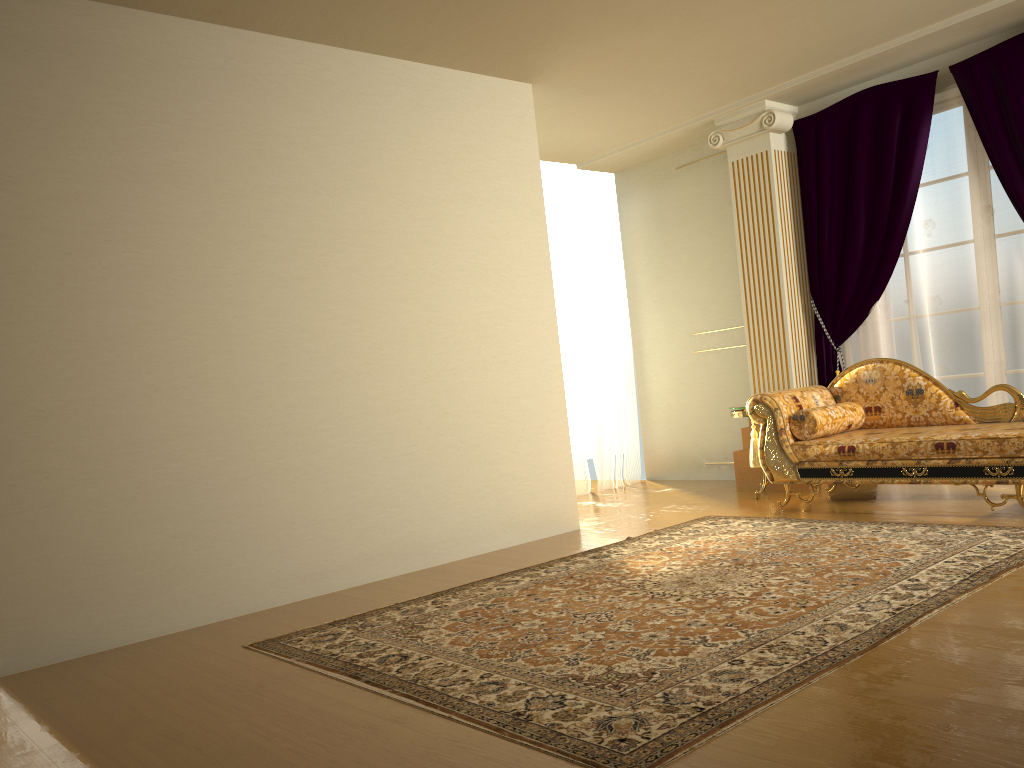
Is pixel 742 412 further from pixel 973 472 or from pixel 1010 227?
pixel 1010 227

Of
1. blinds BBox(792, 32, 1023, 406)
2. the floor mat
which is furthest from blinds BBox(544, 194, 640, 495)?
the floor mat

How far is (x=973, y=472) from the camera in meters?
4.5

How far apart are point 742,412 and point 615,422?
1.75m

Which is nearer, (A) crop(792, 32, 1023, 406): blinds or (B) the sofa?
(B) the sofa

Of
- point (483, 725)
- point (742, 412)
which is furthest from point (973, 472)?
point (483, 725)

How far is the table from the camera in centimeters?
602cm

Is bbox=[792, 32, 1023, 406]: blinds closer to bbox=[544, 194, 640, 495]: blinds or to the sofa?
the sofa

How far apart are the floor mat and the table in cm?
90

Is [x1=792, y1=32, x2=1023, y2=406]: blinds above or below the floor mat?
above
